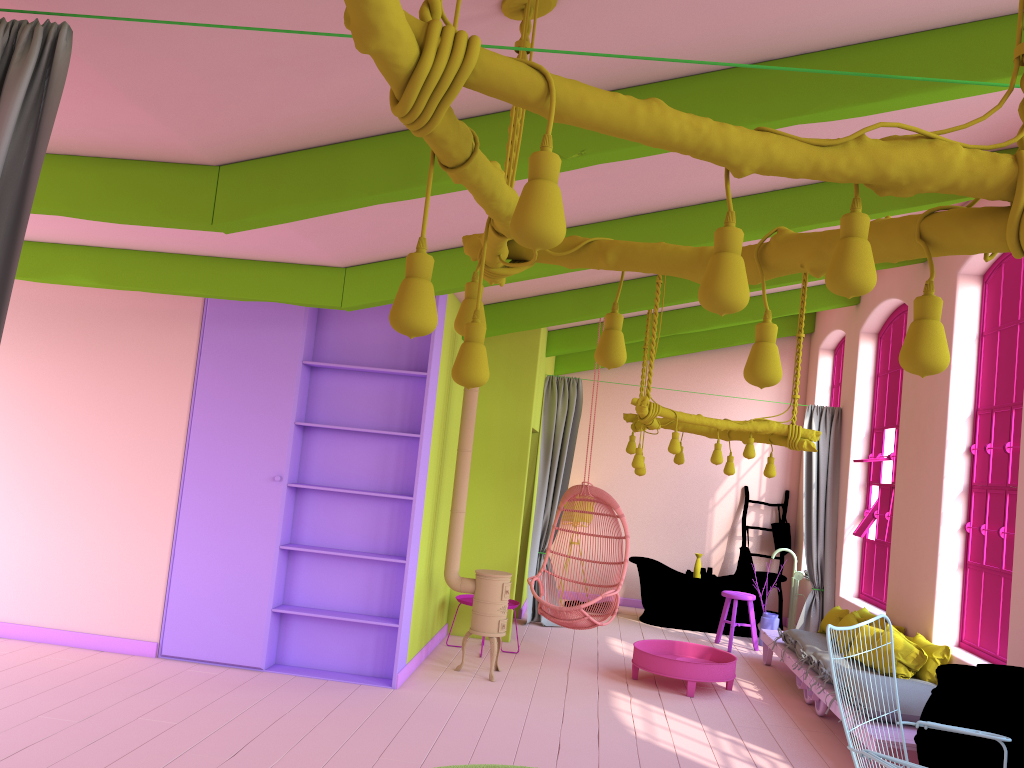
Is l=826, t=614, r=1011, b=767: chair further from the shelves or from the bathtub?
the bathtub

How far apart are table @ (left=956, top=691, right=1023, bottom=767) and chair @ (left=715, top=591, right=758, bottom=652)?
4.9m

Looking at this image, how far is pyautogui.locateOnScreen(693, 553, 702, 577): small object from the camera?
10.7 meters

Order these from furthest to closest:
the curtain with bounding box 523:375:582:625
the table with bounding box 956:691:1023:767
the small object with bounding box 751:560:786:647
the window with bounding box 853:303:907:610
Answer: the curtain with bounding box 523:375:582:625 < the small object with bounding box 751:560:786:647 < the window with bounding box 853:303:907:610 < the table with bounding box 956:691:1023:767

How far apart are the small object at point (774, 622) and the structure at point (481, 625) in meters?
3.8 m

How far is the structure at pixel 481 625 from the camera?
7.2 meters

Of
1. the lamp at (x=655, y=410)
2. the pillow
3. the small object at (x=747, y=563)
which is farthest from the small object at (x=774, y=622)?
the lamp at (x=655, y=410)

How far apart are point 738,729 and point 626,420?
3.0m

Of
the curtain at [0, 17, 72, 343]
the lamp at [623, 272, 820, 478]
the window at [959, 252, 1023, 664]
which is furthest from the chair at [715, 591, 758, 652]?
the curtain at [0, 17, 72, 343]

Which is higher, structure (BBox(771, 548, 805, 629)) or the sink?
the sink
